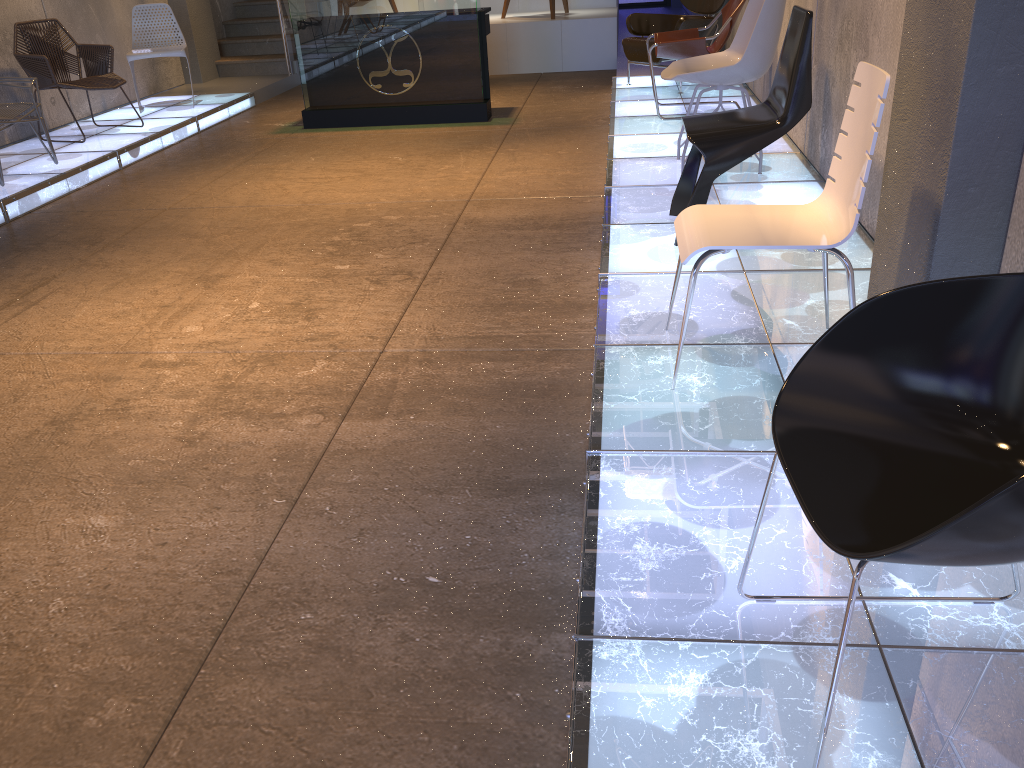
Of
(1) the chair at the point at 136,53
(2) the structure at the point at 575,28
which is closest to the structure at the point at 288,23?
(1) the chair at the point at 136,53

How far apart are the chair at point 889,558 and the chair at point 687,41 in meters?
5.2 m

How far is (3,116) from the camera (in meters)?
5.85

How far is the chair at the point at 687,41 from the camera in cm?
614

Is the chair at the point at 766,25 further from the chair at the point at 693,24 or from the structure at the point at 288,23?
the structure at the point at 288,23

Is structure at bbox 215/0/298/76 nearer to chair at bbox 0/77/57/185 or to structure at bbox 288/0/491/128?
structure at bbox 288/0/491/128

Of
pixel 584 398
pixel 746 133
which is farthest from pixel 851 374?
pixel 746 133

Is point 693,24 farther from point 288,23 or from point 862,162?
point 862,162

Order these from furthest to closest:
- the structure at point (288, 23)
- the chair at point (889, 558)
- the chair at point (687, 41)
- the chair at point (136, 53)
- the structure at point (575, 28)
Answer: the structure at point (288, 23) < the structure at point (575, 28) < the chair at point (136, 53) < the chair at point (687, 41) < the chair at point (889, 558)

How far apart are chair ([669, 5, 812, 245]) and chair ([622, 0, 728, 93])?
3.6m
